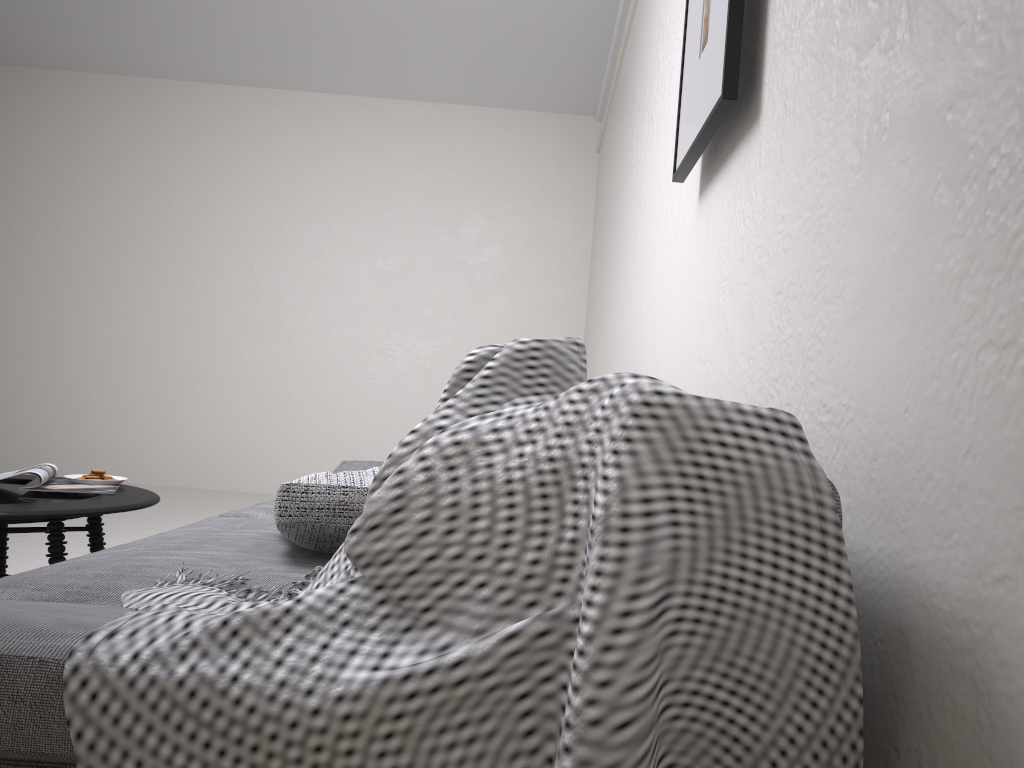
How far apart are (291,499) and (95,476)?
1.4m

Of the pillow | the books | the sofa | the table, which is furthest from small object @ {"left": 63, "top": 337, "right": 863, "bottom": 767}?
the books

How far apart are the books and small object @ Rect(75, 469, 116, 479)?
0.1m

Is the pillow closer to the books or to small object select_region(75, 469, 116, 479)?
the books

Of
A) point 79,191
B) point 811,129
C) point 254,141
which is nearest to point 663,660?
point 811,129

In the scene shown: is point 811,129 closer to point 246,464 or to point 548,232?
point 548,232

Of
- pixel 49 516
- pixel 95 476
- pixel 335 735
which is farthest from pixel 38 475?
pixel 335 735

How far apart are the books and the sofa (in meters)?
0.38

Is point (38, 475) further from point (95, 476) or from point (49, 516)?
point (49, 516)

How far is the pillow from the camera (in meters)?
1.49
